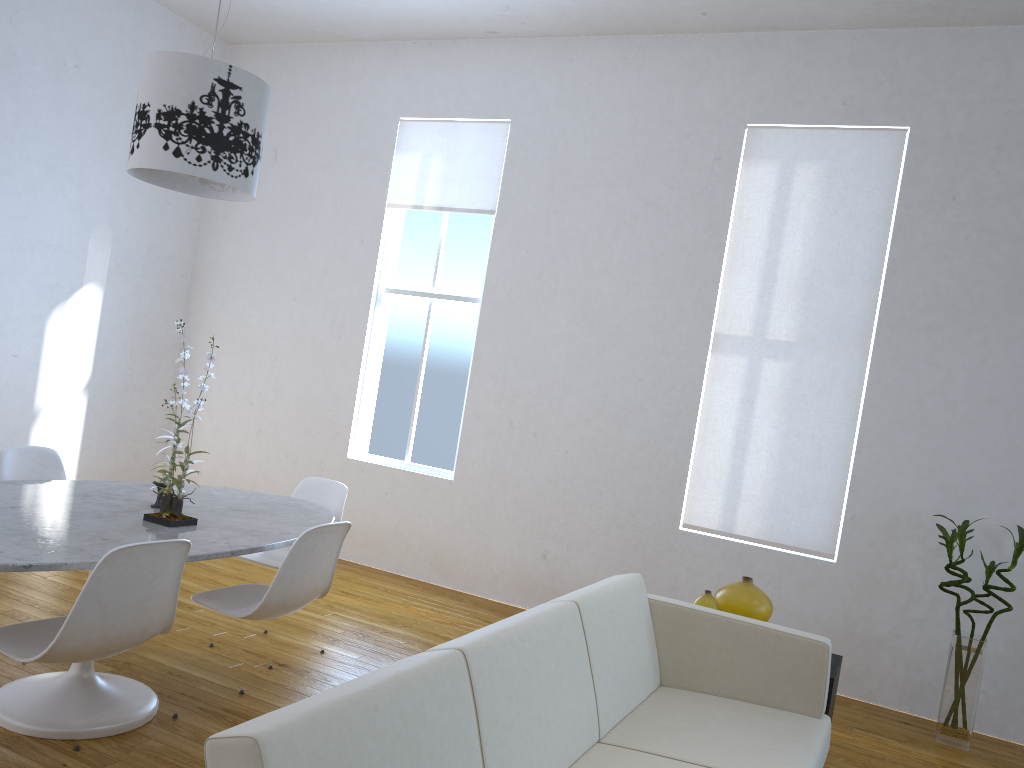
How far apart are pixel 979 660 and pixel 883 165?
2.3 meters

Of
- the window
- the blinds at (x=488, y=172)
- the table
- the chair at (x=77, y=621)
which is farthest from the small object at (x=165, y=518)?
the blinds at (x=488, y=172)

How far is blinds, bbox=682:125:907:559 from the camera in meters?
4.3 m

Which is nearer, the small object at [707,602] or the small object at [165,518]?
the small object at [165,518]

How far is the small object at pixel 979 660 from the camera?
3.72m

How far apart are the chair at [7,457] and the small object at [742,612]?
2.5m

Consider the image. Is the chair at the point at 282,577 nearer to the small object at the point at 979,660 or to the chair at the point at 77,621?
the chair at the point at 77,621

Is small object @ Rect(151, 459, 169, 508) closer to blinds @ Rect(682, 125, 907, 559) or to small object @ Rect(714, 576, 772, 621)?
small object @ Rect(714, 576, 772, 621)

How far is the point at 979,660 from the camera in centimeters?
372cm

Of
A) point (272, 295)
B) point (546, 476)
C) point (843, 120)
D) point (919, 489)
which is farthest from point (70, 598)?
point (843, 120)
